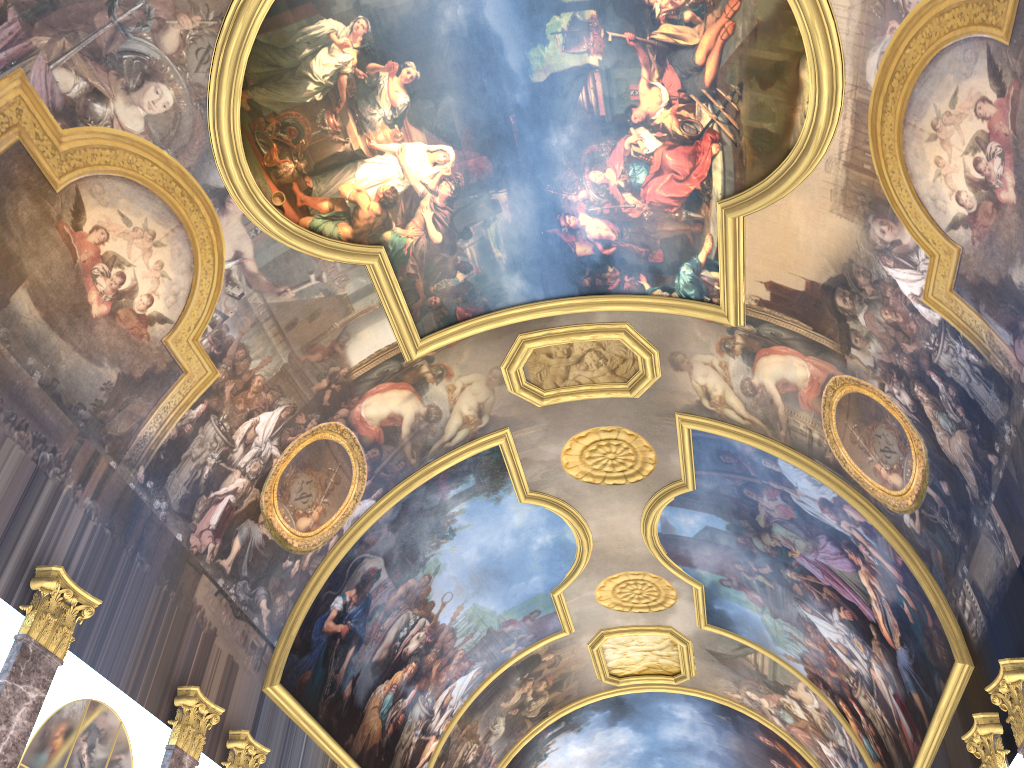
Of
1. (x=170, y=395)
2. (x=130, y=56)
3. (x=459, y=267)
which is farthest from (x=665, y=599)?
(x=130, y=56)
